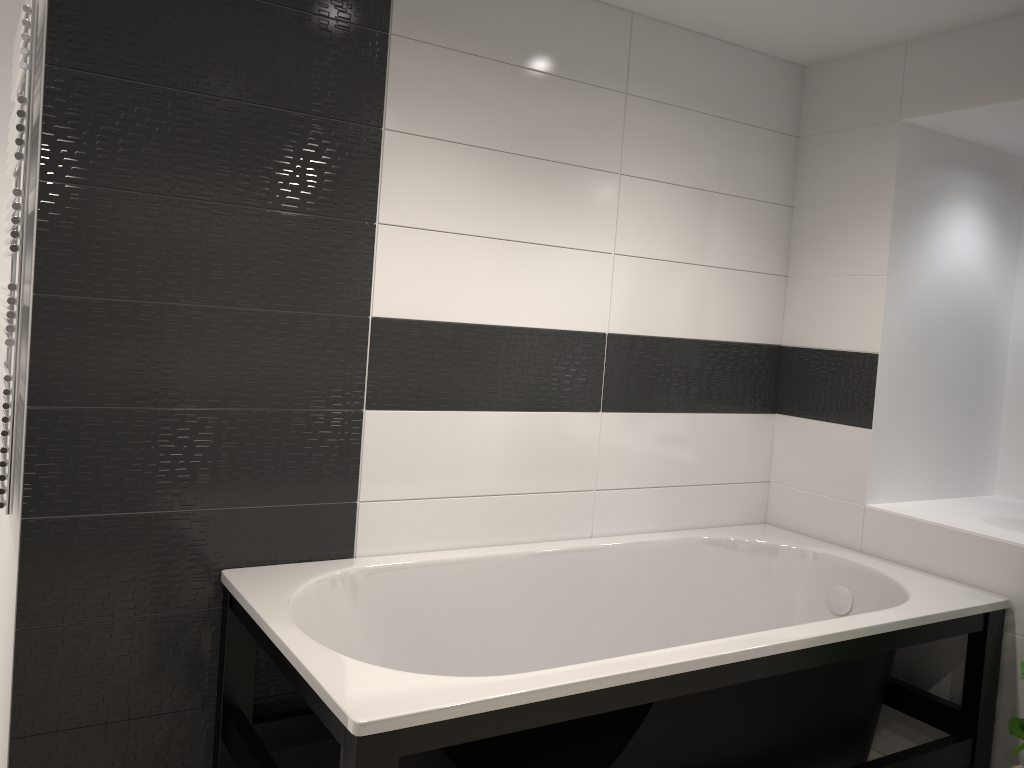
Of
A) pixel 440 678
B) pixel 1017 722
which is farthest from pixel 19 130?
pixel 1017 722

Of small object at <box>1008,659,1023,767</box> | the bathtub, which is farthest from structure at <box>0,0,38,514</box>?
small object at <box>1008,659,1023,767</box>

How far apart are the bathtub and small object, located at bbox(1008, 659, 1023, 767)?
0.2 meters

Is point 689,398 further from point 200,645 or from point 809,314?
point 200,645

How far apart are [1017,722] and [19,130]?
3.1m

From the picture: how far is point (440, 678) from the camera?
1.86m

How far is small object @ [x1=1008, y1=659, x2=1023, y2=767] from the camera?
2.6m

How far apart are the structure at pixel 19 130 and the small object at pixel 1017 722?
2.83m

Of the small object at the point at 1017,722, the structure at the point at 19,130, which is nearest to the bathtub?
the small object at the point at 1017,722

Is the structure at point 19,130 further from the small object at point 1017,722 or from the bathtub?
the small object at point 1017,722
